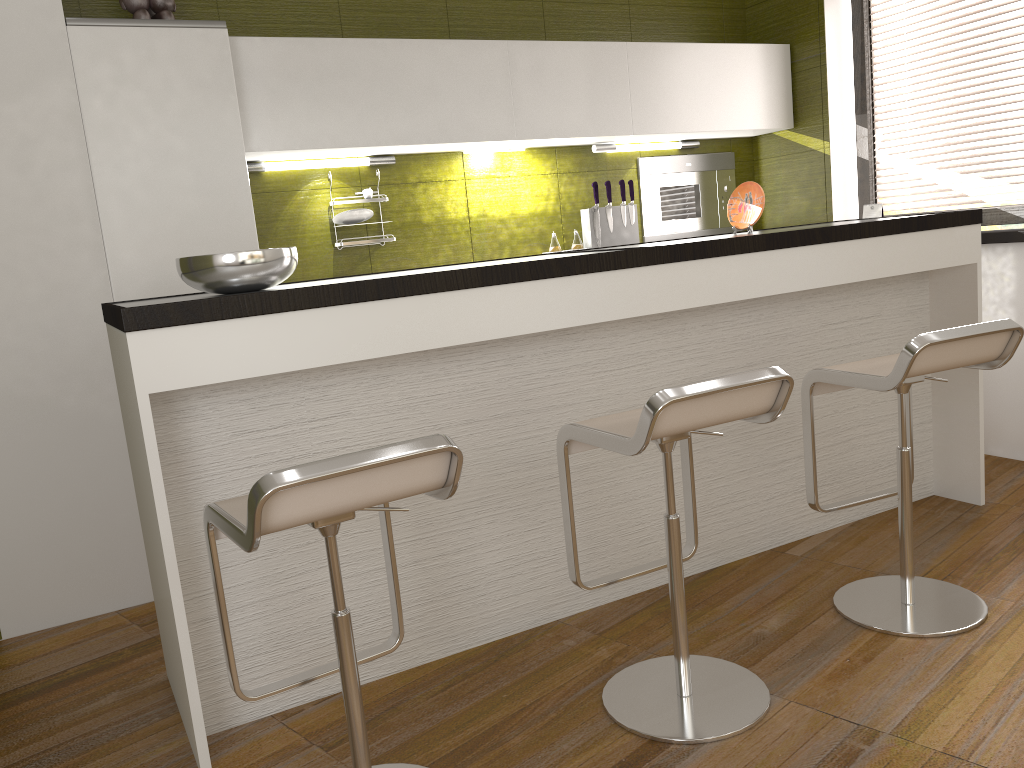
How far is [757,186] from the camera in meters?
3.3

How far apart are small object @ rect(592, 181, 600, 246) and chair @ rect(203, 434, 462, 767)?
2.8m

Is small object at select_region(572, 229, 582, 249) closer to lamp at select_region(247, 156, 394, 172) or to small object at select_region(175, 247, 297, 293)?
lamp at select_region(247, 156, 394, 172)

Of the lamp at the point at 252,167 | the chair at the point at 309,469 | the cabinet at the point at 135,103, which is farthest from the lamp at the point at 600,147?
the chair at the point at 309,469

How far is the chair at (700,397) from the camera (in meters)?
1.93

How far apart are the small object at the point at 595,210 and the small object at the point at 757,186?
1.1m

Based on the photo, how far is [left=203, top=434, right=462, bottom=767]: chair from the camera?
1.50m

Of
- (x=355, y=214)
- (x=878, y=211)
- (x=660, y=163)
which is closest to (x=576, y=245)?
(x=660, y=163)

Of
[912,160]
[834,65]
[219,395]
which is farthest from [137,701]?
[912,160]

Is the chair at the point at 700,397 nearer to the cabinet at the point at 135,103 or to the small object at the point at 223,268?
the small object at the point at 223,268
